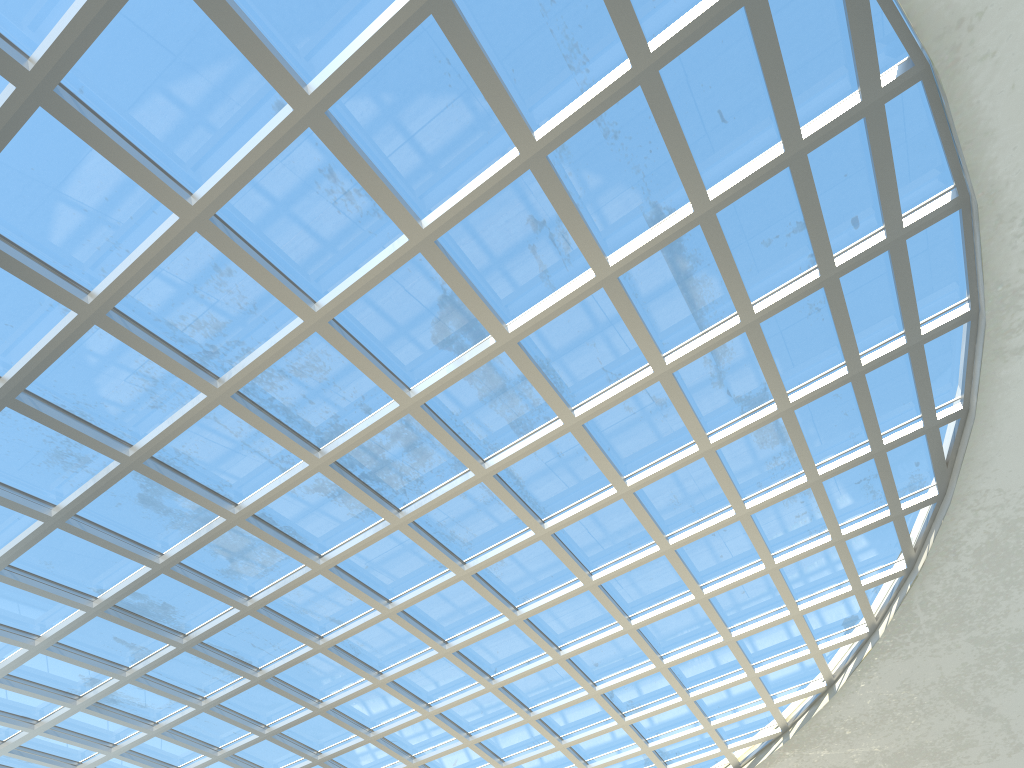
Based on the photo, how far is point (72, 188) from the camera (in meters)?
28.34

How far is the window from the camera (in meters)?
28.34

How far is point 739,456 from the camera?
44.1 meters

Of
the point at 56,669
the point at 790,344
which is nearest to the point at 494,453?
the point at 790,344

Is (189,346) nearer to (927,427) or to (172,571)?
(172,571)

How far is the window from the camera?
28.3 meters
